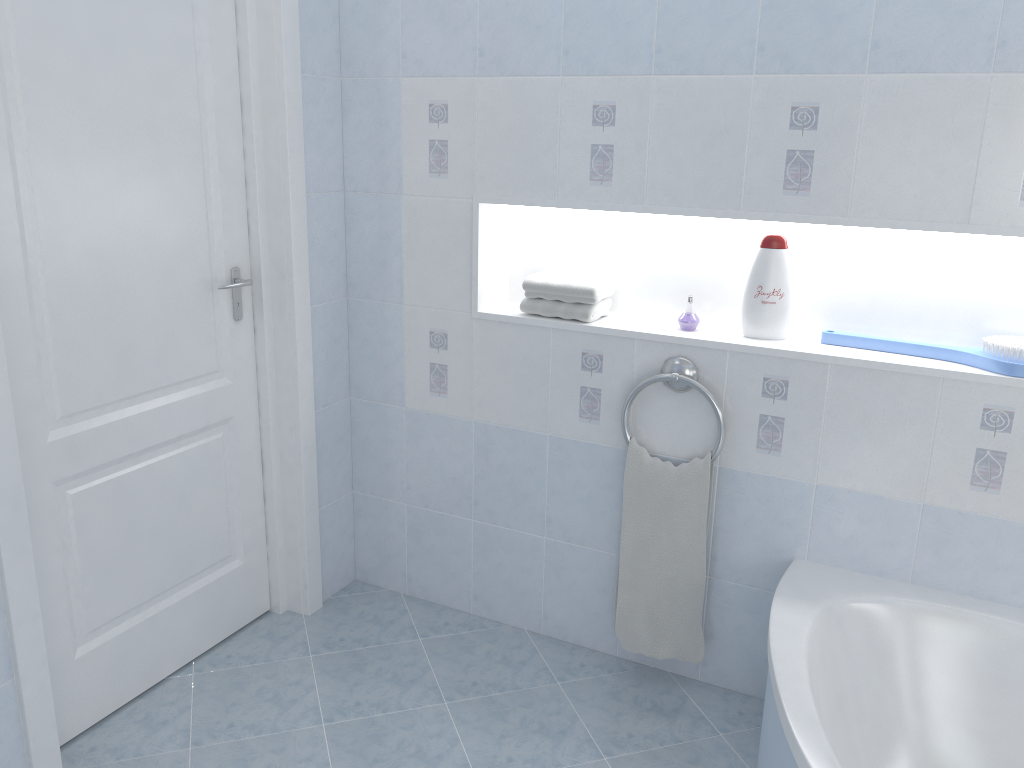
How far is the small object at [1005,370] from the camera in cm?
204

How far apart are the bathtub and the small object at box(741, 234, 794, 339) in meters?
0.6

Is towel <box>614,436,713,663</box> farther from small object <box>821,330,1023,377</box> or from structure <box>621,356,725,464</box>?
small object <box>821,330,1023,377</box>

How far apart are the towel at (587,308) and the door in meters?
0.8 m

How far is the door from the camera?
1.99m

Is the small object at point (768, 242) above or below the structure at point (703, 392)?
above

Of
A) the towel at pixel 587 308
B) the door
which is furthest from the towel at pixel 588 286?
the door

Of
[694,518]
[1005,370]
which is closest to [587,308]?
[694,518]

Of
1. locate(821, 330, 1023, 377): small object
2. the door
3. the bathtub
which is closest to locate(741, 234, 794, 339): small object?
locate(821, 330, 1023, 377): small object

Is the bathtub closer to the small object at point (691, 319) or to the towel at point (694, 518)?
the towel at point (694, 518)
